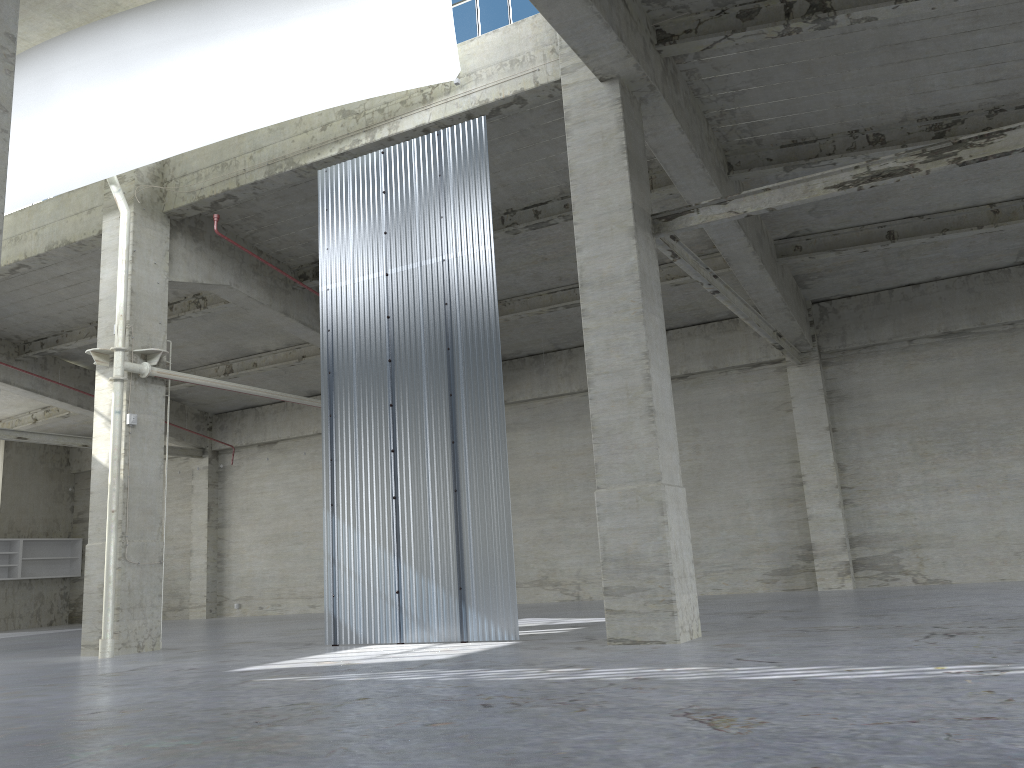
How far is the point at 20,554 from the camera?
40.4 meters

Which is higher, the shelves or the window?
the window

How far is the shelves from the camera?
40.44m

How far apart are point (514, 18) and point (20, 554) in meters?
35.4 m

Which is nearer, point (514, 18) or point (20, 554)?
point (514, 18)

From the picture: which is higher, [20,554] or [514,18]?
[514,18]

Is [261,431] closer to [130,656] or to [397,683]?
[130,656]

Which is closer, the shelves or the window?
the window

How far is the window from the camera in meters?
18.5 m

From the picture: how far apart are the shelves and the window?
33.89m
